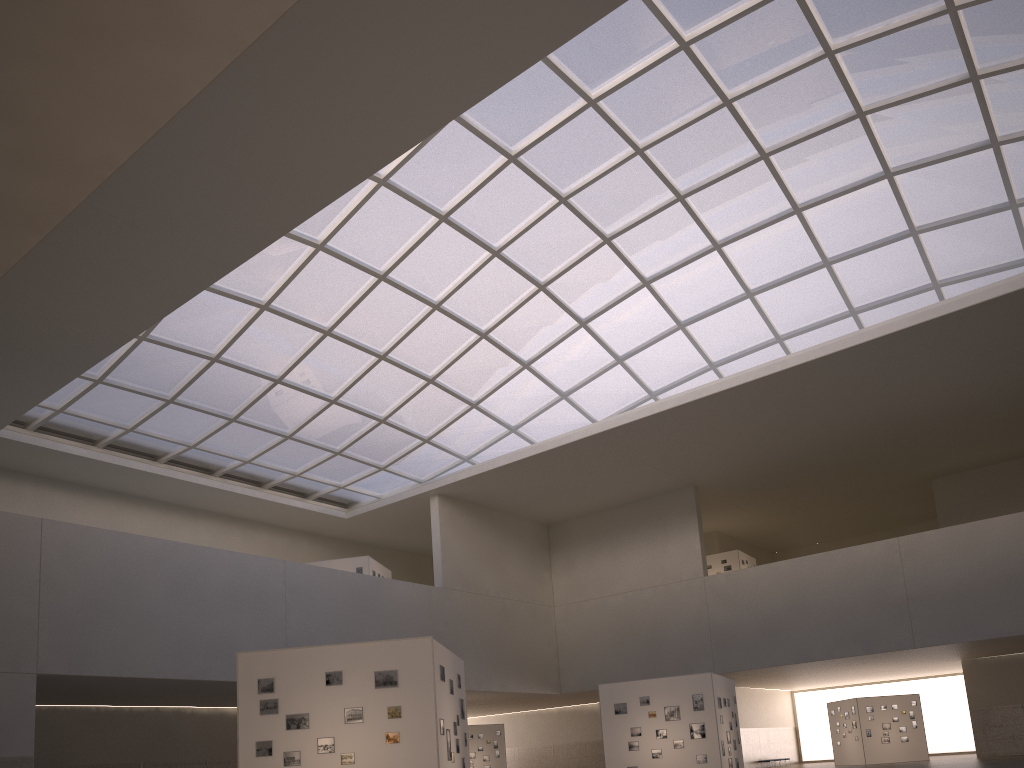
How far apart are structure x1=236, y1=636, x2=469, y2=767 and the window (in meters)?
23.53

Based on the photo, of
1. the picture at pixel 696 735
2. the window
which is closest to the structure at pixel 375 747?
the picture at pixel 696 735

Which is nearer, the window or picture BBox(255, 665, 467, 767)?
picture BBox(255, 665, 467, 767)

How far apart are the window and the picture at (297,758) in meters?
25.0

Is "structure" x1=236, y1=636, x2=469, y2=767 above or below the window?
below

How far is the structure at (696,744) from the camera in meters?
30.9 m

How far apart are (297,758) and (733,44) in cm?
3093

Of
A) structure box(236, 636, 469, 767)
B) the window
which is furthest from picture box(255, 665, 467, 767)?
the window

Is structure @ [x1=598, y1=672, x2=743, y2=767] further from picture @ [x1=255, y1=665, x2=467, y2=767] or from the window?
the window

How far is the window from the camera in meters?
35.7
